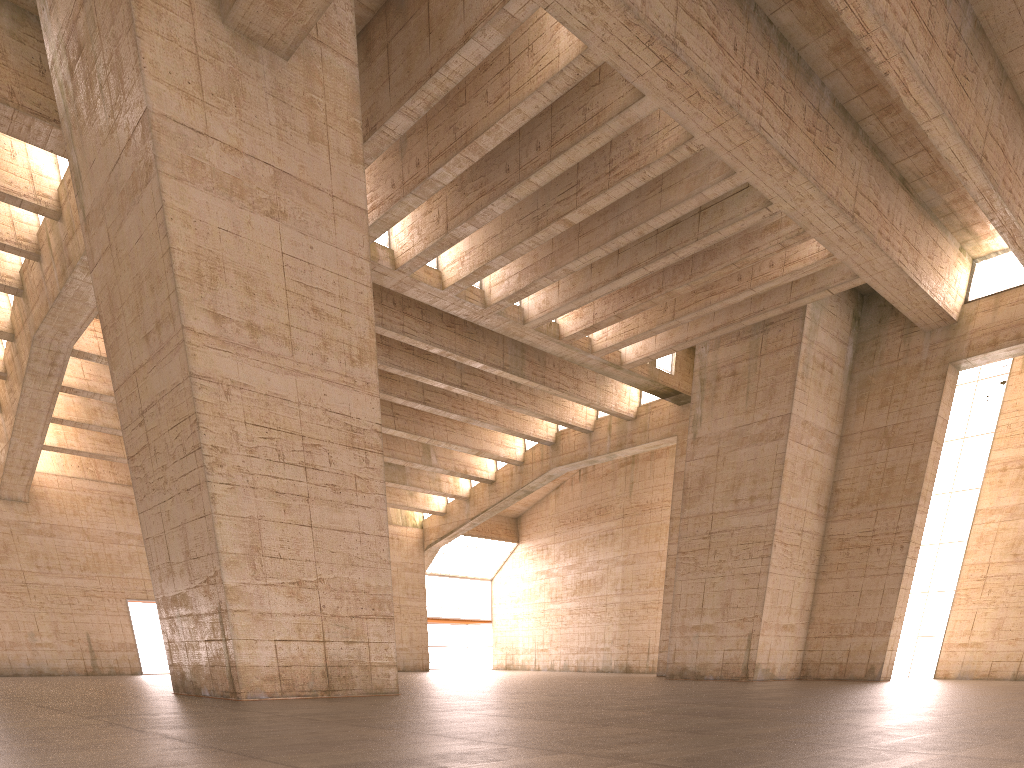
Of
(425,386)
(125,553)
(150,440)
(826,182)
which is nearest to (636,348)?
(826,182)

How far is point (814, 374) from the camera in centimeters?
2415cm
